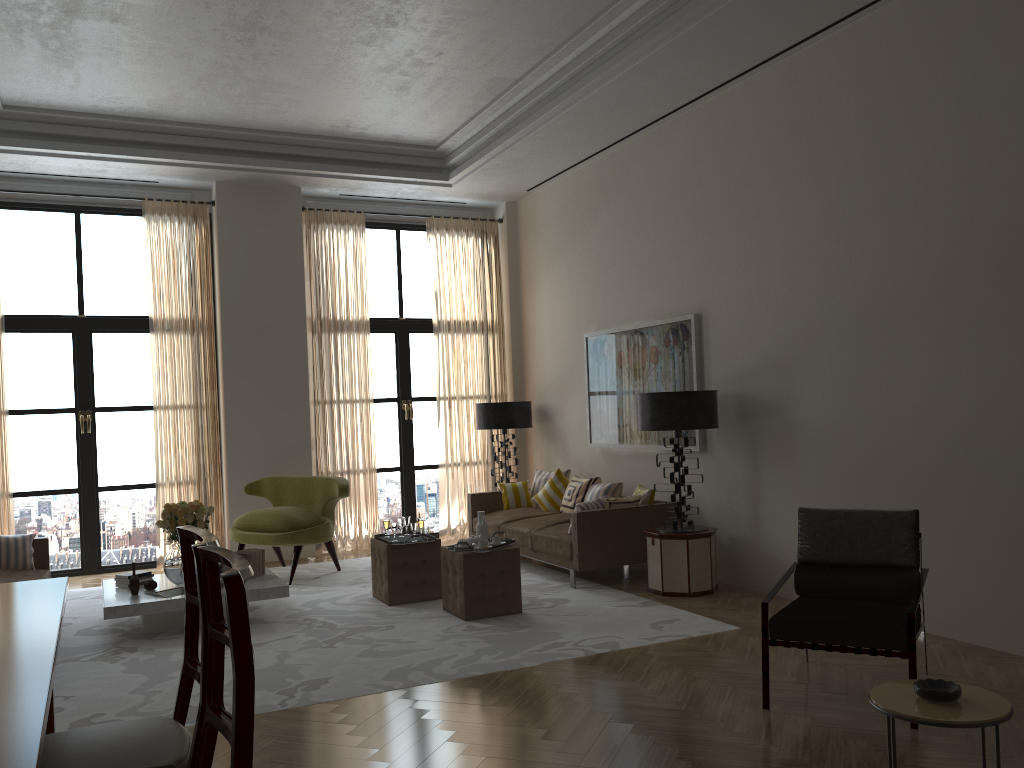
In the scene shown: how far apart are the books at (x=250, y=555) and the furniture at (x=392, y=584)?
1.11m

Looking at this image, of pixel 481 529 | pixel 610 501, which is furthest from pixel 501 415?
pixel 481 529

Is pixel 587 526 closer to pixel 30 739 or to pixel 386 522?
pixel 386 522

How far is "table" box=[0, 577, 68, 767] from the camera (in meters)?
2.51

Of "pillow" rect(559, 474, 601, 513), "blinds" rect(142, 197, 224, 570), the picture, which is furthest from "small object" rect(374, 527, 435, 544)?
"blinds" rect(142, 197, 224, 570)

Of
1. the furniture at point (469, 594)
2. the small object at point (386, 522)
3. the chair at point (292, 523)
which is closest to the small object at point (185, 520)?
the chair at point (292, 523)

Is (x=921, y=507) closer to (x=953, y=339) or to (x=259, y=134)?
(x=953, y=339)

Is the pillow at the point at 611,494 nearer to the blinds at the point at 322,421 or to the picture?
the picture

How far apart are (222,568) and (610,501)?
4.0m

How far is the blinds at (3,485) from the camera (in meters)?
10.63
